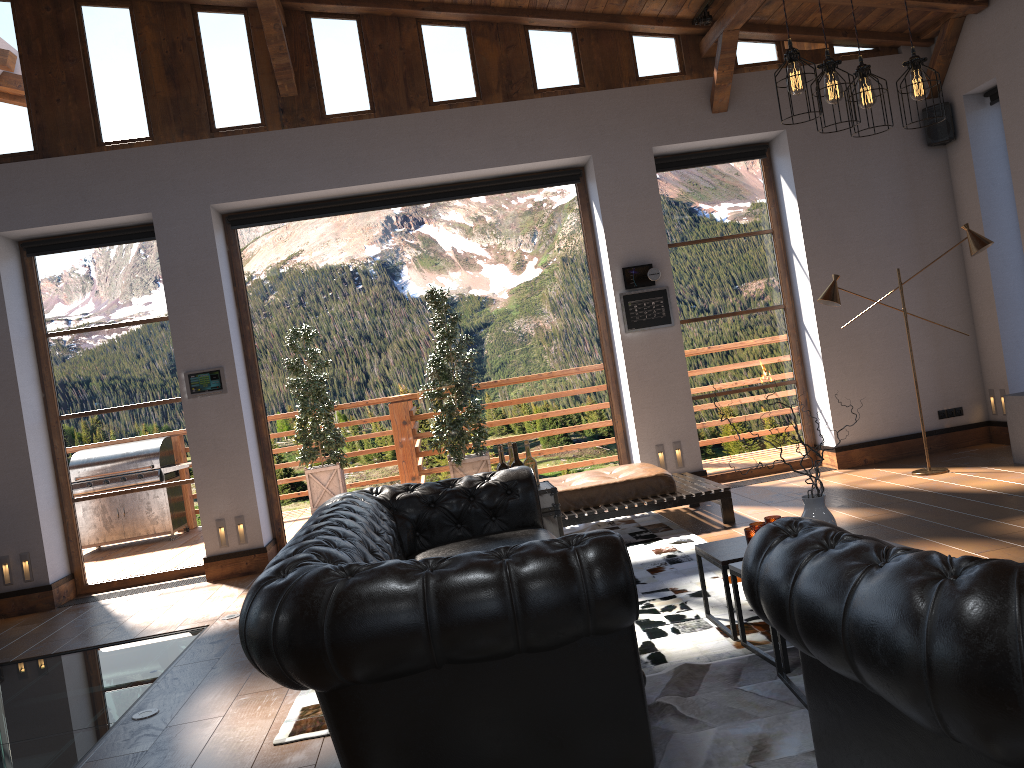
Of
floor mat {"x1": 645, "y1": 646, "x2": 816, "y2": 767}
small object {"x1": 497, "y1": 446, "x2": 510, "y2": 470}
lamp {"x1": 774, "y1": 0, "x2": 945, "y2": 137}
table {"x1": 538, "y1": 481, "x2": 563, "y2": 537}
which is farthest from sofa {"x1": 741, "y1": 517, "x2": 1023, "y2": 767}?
small object {"x1": 497, "y1": 446, "x2": 510, "y2": 470}

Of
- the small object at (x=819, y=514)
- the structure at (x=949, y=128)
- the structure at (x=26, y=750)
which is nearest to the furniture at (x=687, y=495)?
the structure at (x=26, y=750)

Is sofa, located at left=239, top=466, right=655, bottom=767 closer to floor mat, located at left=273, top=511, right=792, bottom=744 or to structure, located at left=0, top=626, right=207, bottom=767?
floor mat, located at left=273, top=511, right=792, bottom=744

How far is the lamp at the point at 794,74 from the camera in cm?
376

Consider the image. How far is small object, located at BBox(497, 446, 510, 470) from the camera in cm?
522

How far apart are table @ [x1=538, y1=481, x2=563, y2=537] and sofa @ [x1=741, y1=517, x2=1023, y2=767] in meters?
2.7 m

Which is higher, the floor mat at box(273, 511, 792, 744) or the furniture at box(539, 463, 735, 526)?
the furniture at box(539, 463, 735, 526)

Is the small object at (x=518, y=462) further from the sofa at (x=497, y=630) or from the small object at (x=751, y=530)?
the small object at (x=751, y=530)

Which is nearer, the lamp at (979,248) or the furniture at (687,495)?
the furniture at (687,495)

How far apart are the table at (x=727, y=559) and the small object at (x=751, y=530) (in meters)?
0.06
